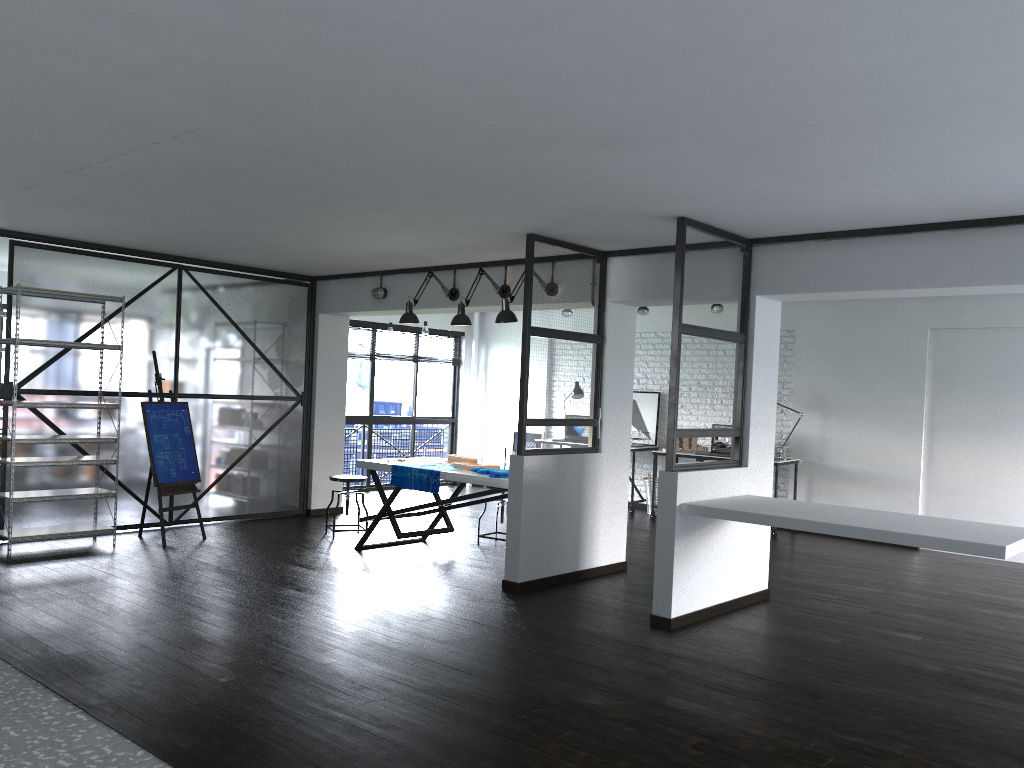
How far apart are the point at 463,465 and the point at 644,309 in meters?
3.8 m

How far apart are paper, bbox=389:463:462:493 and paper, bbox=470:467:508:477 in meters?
0.3

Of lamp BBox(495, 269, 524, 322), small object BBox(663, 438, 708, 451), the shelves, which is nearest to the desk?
small object BBox(663, 438, 708, 451)

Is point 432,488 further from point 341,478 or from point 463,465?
point 341,478

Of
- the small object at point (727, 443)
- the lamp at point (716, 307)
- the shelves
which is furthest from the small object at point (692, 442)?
the shelves

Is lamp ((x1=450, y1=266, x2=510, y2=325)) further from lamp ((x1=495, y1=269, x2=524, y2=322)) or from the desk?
the desk

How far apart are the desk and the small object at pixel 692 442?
0.4 meters

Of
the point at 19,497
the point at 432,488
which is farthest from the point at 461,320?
the point at 19,497

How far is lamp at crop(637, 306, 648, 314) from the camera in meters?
9.5

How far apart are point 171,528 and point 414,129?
5.2 meters
